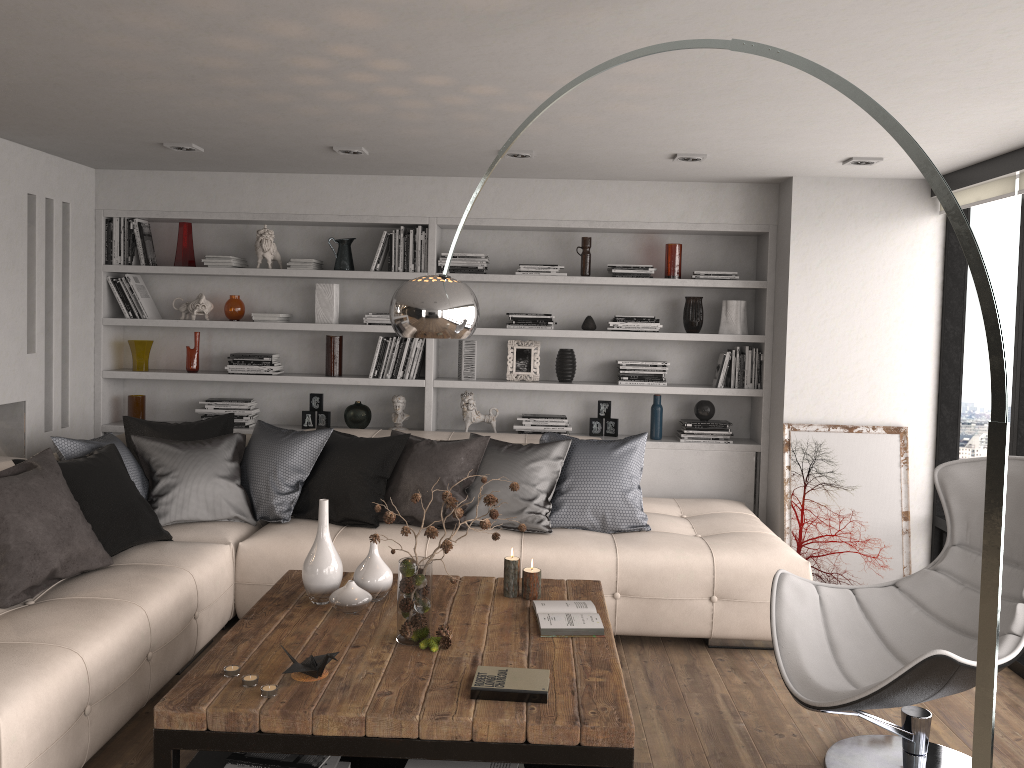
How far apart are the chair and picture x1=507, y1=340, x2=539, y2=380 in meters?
2.6 m

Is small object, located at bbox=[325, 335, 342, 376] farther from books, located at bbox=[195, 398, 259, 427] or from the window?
the window

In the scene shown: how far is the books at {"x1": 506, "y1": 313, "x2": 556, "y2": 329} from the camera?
5.6 meters

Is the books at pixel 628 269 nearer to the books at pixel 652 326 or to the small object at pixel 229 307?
the books at pixel 652 326

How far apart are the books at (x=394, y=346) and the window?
3.13m

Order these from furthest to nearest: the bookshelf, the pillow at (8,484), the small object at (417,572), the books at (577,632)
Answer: the bookshelf, the pillow at (8,484), the books at (577,632), the small object at (417,572)

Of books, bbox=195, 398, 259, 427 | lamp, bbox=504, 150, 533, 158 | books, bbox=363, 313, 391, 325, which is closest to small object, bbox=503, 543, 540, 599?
Result: lamp, bbox=504, 150, 533, 158

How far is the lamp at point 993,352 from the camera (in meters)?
1.80

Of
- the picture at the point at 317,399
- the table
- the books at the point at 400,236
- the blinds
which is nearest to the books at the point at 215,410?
the picture at the point at 317,399

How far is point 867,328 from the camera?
5.2 meters
